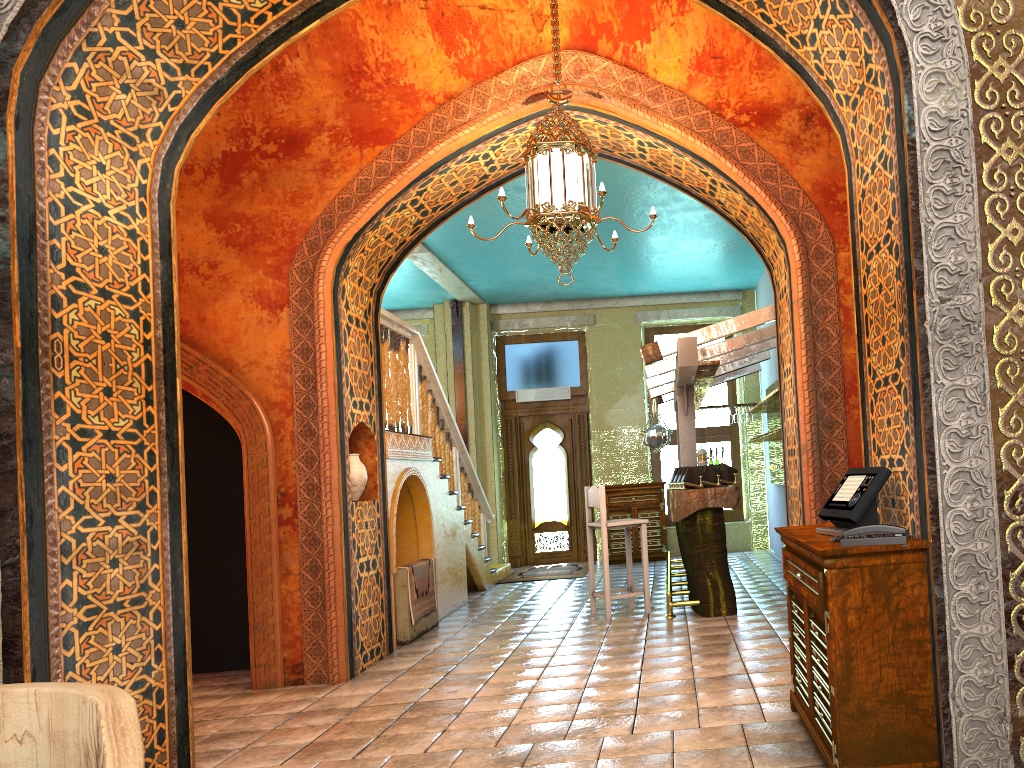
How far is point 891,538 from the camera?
3.3m

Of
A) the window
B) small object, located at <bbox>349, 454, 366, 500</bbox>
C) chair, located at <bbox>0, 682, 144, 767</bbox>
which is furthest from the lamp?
the window

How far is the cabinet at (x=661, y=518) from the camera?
13.53m

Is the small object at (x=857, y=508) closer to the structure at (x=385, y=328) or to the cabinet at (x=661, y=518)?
the structure at (x=385, y=328)

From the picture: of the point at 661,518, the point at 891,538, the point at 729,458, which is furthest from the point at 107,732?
the point at 729,458

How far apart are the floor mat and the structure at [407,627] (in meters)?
3.68

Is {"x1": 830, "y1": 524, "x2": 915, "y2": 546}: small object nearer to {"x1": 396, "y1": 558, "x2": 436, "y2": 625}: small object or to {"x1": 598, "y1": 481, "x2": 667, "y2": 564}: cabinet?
{"x1": 396, "y1": 558, "x2": 436, "y2": 625}: small object

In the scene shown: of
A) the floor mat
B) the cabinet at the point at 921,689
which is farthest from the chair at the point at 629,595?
the cabinet at the point at 921,689

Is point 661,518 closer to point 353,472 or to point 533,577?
point 533,577

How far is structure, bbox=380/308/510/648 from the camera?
8.7 meters
